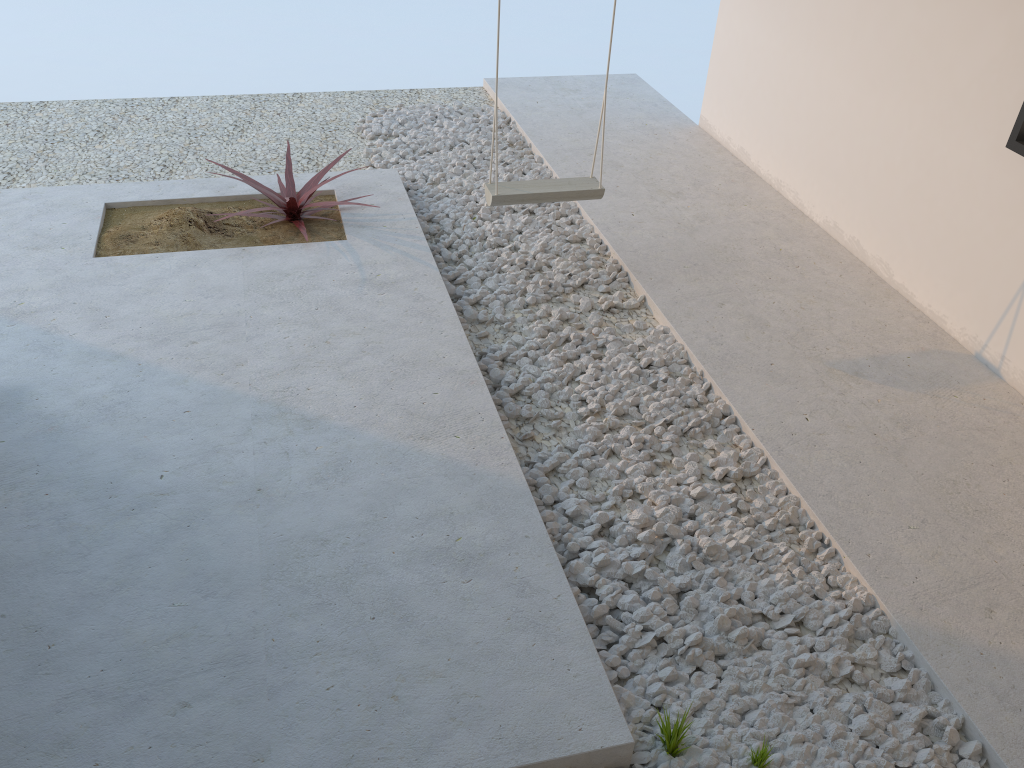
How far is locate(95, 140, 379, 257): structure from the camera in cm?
374

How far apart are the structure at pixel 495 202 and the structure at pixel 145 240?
0.75m

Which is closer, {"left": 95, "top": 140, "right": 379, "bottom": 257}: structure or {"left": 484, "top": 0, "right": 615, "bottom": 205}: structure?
{"left": 484, "top": 0, "right": 615, "bottom": 205}: structure

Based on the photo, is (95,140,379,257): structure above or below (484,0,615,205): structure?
below

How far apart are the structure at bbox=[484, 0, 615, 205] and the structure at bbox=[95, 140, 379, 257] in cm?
75

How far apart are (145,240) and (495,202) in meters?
1.5 m

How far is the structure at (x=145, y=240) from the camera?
3.74m

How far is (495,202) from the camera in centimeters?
351cm
